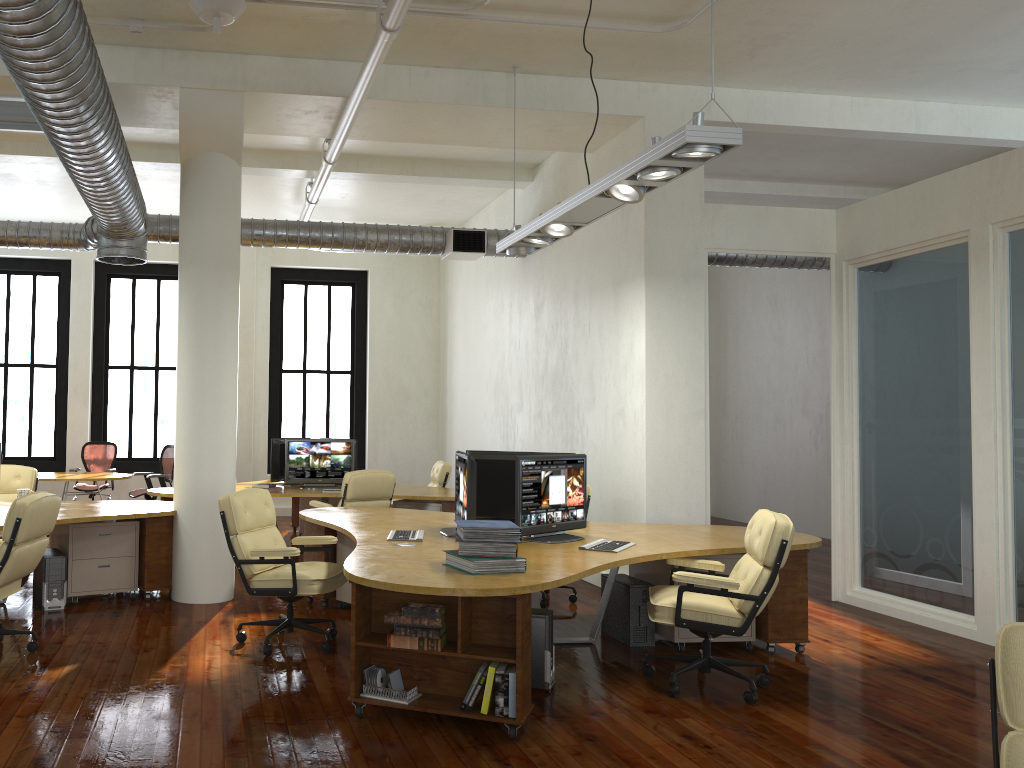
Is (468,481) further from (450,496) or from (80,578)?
(450,496)

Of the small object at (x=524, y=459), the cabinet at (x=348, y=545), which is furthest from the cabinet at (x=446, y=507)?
the small object at (x=524, y=459)

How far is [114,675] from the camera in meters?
5.1 m

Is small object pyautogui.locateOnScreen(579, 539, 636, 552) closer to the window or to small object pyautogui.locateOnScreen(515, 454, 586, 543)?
small object pyautogui.locateOnScreen(515, 454, 586, 543)

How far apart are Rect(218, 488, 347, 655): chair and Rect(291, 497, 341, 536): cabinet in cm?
505

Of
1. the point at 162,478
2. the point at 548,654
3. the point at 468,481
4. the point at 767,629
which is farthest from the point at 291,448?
the point at 767,629

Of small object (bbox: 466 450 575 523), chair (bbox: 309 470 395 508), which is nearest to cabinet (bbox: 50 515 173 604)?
chair (bbox: 309 470 395 508)

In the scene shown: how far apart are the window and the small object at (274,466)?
3.95m

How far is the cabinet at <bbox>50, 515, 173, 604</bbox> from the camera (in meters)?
7.09

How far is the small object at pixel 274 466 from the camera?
10.2 meters
